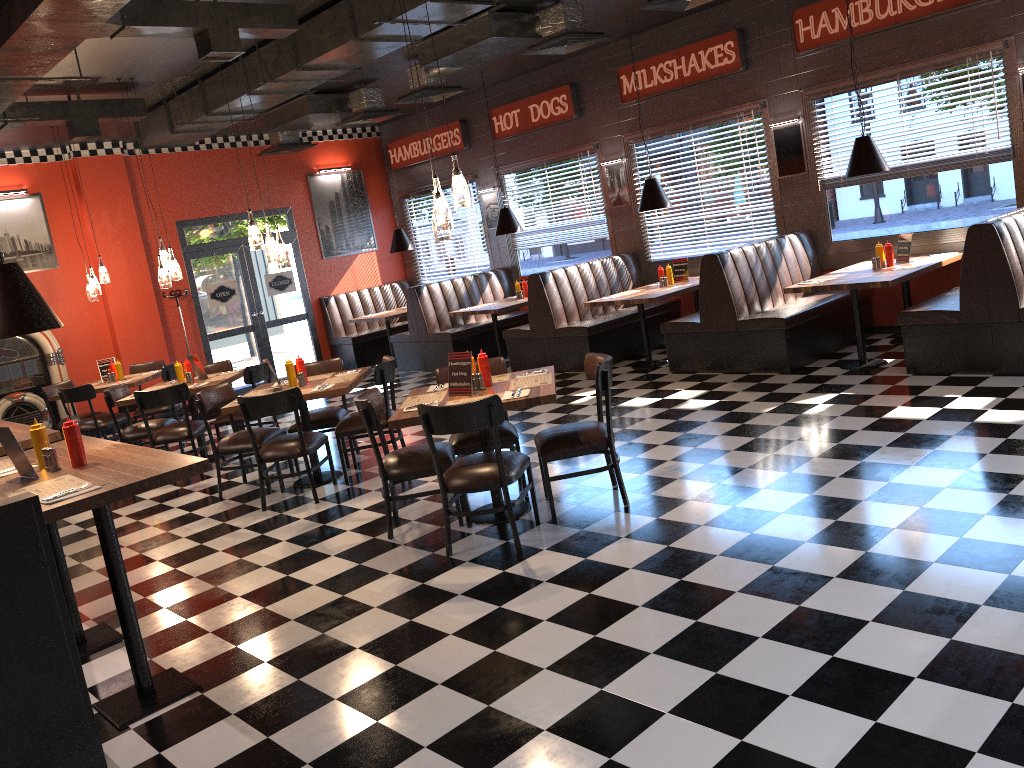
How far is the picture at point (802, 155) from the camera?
9.1m

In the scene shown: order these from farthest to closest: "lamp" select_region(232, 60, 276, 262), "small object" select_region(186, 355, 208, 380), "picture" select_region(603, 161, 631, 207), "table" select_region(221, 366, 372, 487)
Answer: "picture" select_region(603, 161, 631, 207)
"small object" select_region(186, 355, 208, 380)
"lamp" select_region(232, 60, 276, 262)
"table" select_region(221, 366, 372, 487)

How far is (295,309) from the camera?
13.3m

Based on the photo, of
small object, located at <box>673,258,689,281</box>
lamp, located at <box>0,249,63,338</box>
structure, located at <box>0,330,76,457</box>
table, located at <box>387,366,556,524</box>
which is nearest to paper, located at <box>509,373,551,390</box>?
table, located at <box>387,366,556,524</box>

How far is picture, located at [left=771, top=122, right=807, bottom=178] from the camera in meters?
9.1

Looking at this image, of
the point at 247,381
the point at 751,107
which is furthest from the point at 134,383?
the point at 751,107

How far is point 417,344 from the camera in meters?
12.0 m

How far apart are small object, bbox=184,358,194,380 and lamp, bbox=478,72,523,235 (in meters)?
4.34

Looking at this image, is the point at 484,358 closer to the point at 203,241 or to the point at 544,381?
the point at 544,381

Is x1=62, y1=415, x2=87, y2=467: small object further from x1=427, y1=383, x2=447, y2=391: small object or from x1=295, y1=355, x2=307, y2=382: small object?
x1=295, y1=355, x2=307, y2=382: small object
